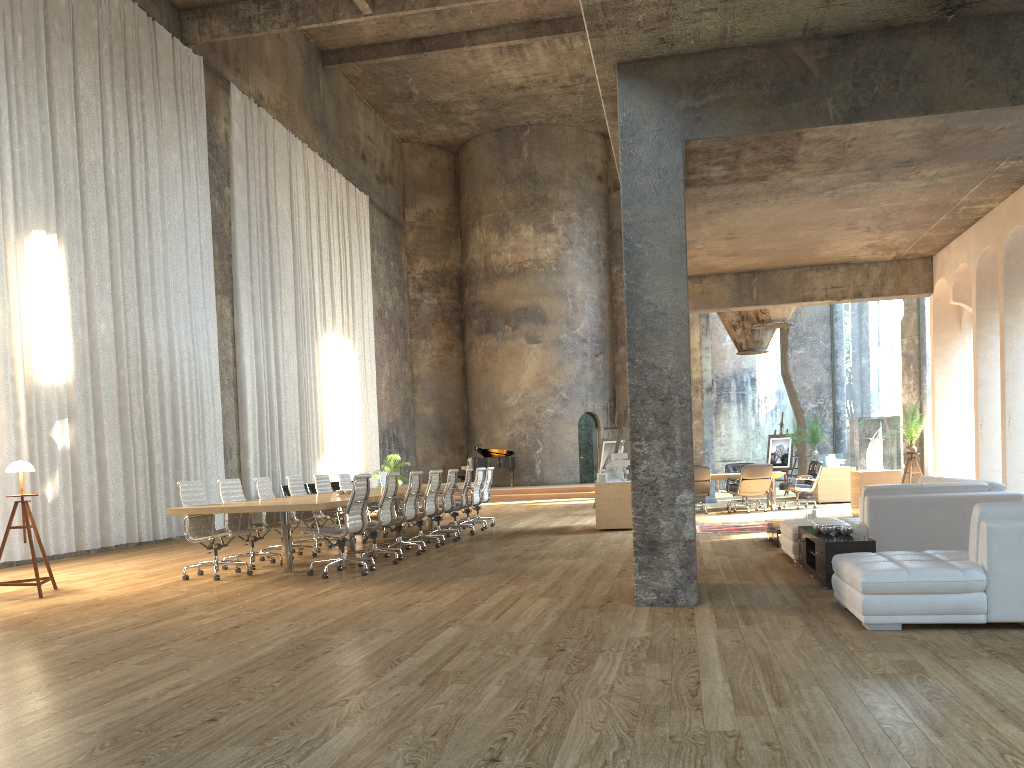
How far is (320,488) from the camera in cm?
1256

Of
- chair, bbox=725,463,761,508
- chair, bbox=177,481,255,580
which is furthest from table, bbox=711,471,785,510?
chair, bbox=177,481,255,580

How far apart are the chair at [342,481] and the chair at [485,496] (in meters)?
2.46

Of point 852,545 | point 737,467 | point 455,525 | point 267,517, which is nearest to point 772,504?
point 737,467

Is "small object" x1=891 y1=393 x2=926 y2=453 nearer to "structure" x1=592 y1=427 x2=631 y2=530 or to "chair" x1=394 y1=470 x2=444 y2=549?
"structure" x1=592 y1=427 x2=631 y2=530

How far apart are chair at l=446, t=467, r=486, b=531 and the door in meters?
14.0 m

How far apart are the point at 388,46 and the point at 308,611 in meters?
19.3 m

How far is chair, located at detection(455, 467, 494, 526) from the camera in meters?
15.1

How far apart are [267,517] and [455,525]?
3.5m

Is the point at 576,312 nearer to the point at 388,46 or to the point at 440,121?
the point at 440,121
